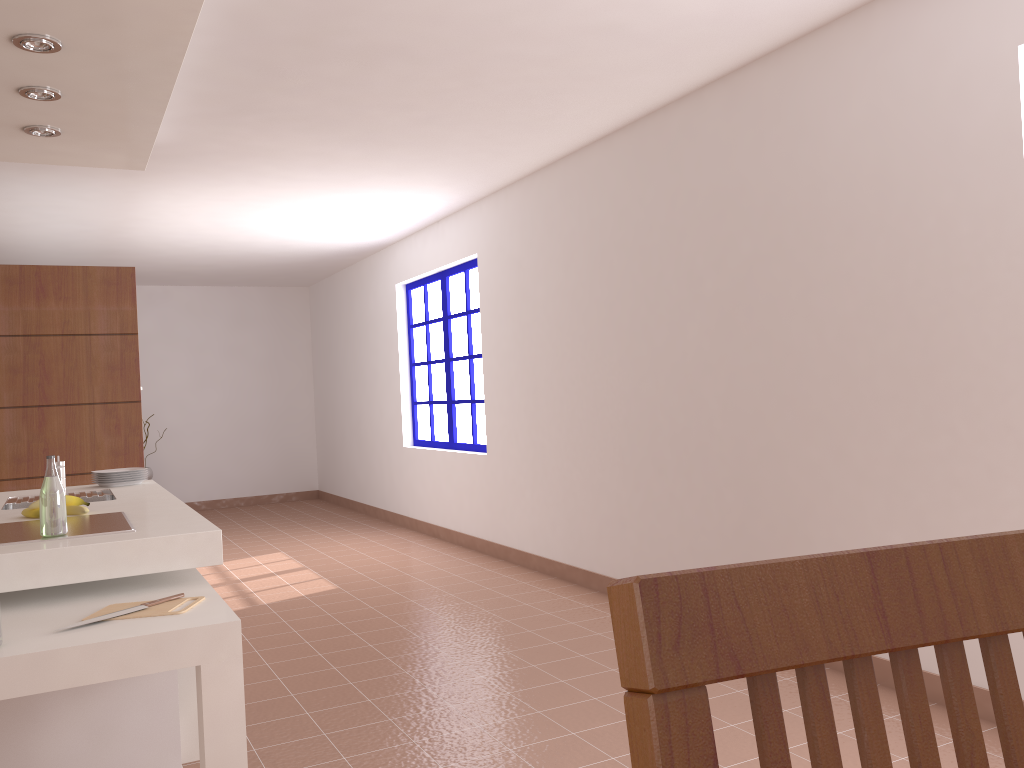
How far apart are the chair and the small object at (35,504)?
3.09m

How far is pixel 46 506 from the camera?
2.5 meters

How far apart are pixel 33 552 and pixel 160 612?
0.43m

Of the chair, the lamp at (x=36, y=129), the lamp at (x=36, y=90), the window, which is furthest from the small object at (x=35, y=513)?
the window

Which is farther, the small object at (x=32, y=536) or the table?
the small object at (x=32, y=536)

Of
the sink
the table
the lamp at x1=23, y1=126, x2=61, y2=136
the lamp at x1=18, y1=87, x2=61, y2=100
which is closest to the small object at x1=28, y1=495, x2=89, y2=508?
the sink

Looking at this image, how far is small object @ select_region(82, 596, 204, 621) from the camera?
2.2 meters

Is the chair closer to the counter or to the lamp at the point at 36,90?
the counter

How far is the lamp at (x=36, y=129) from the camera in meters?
3.7 m

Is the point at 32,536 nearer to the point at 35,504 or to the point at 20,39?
the point at 35,504
